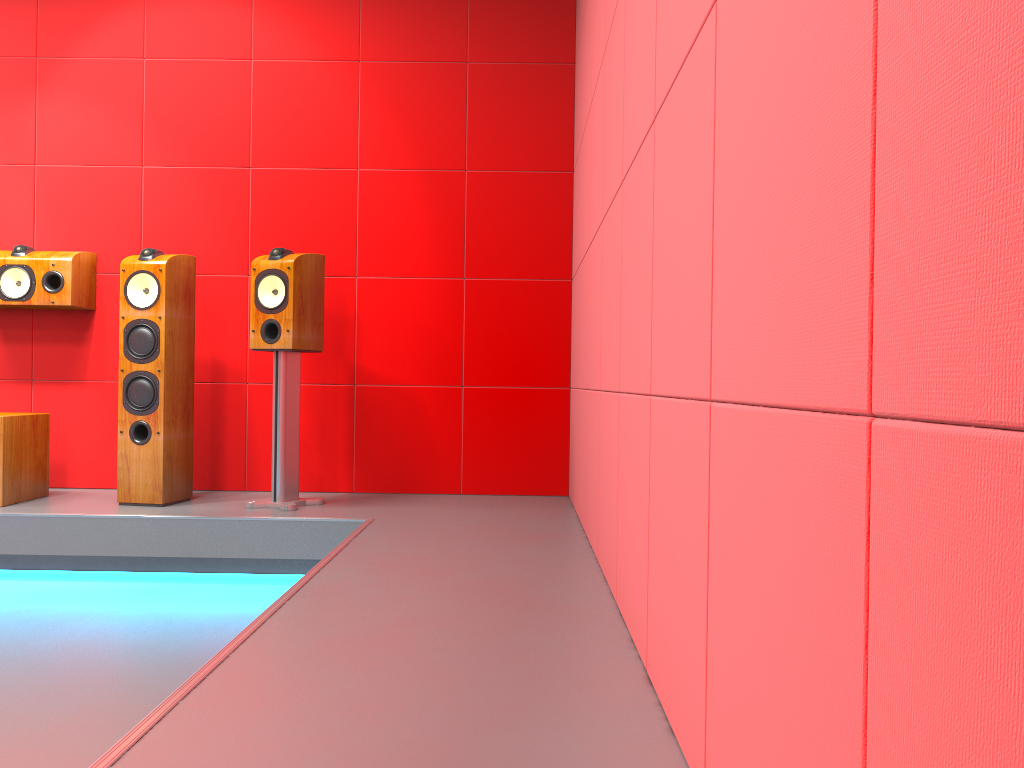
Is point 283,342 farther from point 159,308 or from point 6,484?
point 6,484

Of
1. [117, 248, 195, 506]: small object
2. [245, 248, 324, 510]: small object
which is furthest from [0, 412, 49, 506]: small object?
[245, 248, 324, 510]: small object

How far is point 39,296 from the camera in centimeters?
388cm

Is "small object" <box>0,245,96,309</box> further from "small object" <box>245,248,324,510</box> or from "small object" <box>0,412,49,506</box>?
"small object" <box>245,248,324,510</box>

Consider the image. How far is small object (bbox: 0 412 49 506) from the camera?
3.53m

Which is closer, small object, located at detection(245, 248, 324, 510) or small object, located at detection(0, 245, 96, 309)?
small object, located at detection(245, 248, 324, 510)

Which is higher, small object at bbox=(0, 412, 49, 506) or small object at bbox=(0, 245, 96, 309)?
small object at bbox=(0, 245, 96, 309)

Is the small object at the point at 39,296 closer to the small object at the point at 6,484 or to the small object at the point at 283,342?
the small object at the point at 6,484

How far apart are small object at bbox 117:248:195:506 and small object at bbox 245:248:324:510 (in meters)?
0.34

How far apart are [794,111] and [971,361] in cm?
38
